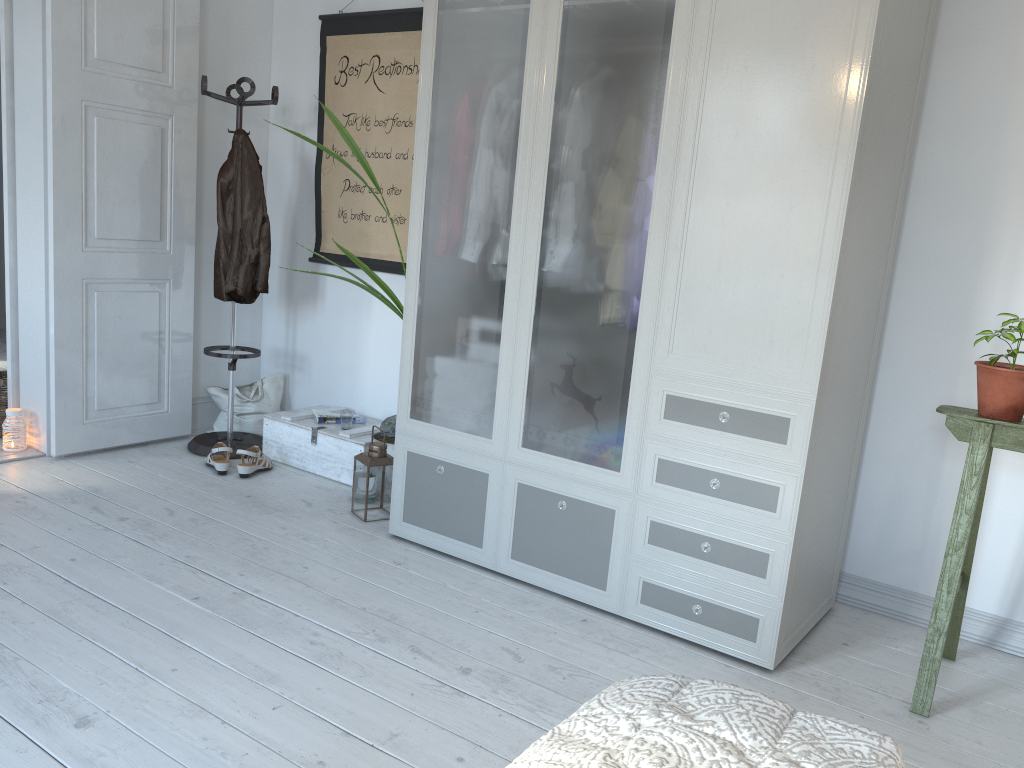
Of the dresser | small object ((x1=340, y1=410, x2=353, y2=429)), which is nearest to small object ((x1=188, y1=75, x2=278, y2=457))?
small object ((x1=340, y1=410, x2=353, y2=429))

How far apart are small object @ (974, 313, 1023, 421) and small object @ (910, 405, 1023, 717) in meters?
0.0 m

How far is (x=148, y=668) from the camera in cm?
218

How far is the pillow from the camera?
4.36m

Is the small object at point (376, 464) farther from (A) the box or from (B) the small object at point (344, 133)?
(A) the box

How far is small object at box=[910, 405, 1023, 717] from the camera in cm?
228

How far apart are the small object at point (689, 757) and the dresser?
1.3m

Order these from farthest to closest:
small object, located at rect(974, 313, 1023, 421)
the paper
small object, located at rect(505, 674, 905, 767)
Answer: the paper < small object, located at rect(974, 313, 1023, 421) < small object, located at rect(505, 674, 905, 767)

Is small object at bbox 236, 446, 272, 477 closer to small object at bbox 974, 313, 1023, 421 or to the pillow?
the pillow

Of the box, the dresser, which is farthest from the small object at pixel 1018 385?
the box
